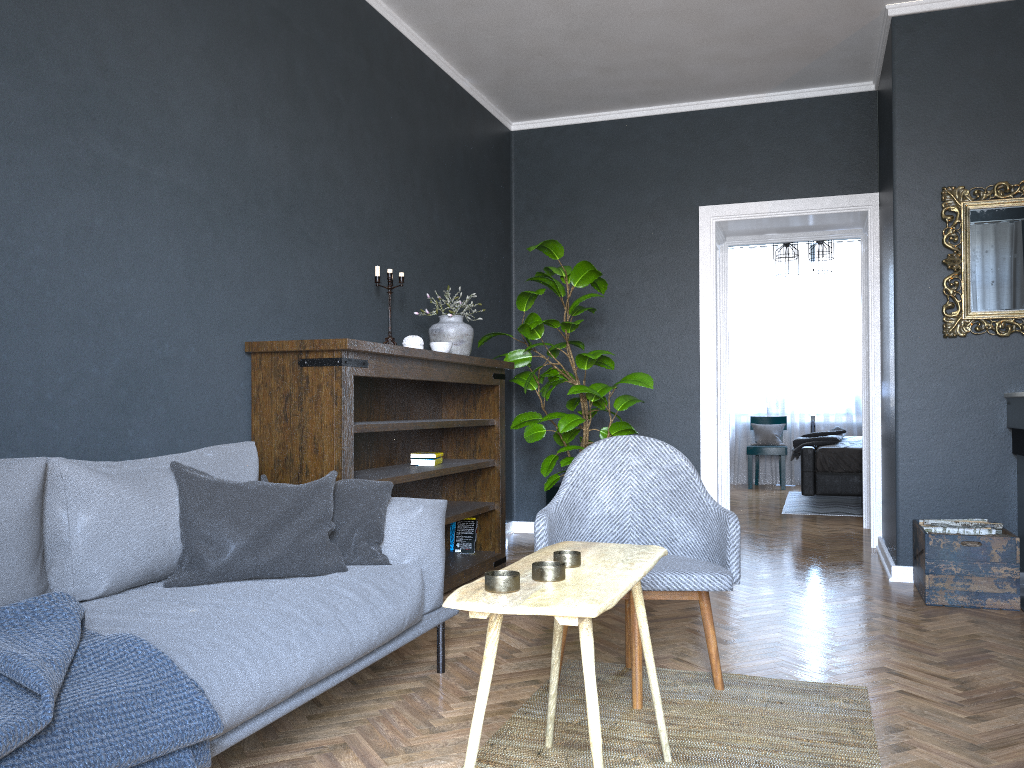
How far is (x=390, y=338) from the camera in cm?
434

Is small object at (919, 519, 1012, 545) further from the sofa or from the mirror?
the sofa

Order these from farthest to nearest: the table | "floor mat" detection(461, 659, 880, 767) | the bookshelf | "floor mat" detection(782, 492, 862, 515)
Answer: "floor mat" detection(782, 492, 862, 515), the bookshelf, "floor mat" detection(461, 659, 880, 767), the table

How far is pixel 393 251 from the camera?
4.7m

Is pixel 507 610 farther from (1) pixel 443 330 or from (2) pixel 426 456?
(1) pixel 443 330

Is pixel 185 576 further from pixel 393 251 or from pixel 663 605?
pixel 393 251

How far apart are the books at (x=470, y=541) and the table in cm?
263

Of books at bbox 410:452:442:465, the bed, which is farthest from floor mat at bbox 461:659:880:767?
the bed

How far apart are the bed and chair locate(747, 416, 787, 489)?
1.4m

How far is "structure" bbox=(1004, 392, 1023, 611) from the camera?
4.2m
